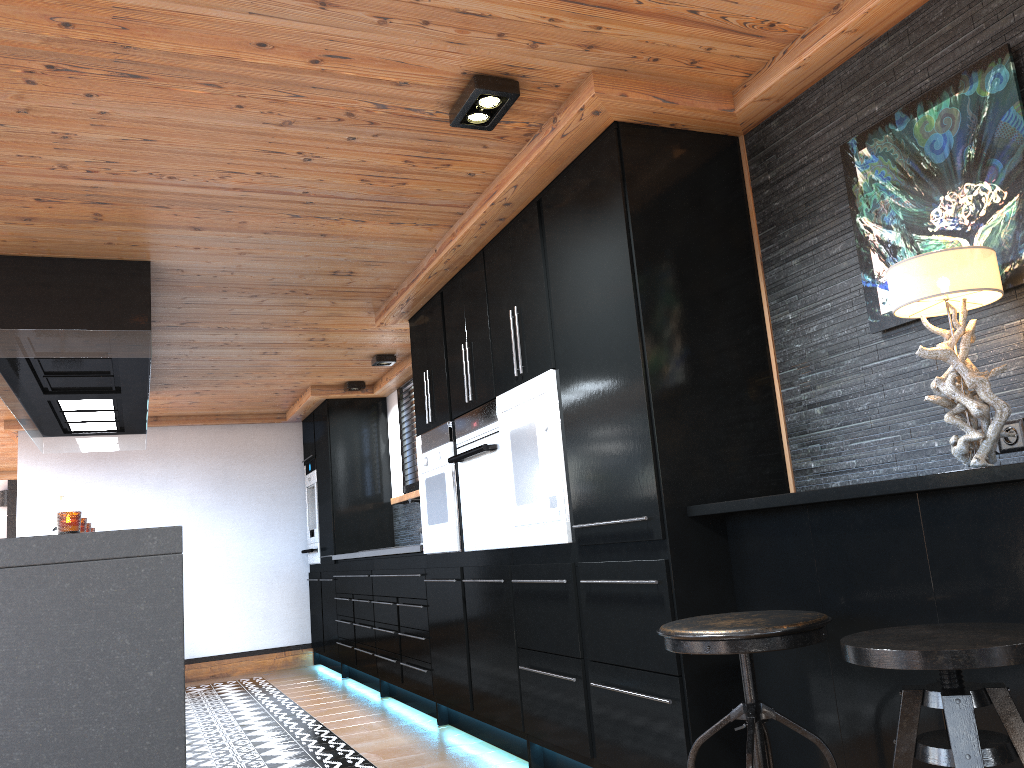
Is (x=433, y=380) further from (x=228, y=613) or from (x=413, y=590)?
(x=228, y=613)

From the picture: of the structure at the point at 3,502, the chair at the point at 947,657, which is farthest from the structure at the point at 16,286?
the structure at the point at 3,502

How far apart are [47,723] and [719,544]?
2.22m

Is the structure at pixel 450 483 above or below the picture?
below

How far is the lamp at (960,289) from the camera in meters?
2.0

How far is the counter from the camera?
5.1 meters

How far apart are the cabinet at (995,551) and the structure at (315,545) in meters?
5.9

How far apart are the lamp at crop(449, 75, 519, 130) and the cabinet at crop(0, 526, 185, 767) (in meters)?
1.69

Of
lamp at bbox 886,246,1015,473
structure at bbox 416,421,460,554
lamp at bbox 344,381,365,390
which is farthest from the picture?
lamp at bbox 344,381,365,390

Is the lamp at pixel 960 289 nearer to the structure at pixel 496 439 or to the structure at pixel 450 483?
the structure at pixel 496 439
